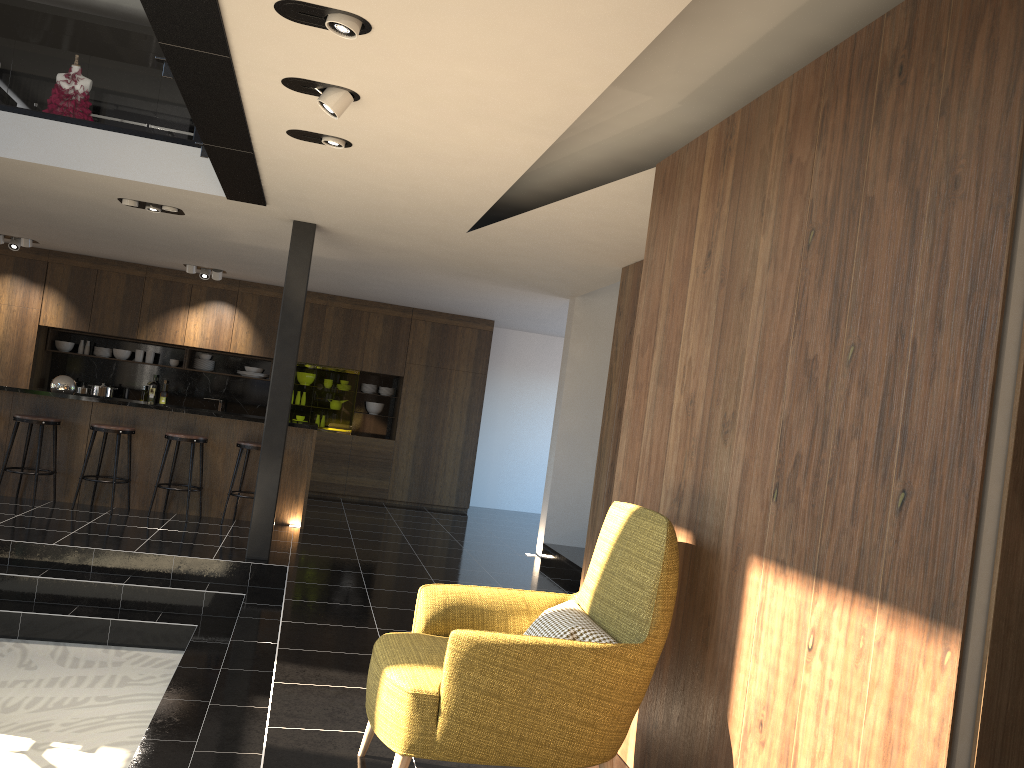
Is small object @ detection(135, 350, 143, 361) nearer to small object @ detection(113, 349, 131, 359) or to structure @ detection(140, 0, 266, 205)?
small object @ detection(113, 349, 131, 359)

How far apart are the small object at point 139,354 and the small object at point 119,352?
0.1 meters

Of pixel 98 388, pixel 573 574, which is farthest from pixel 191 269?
pixel 573 574

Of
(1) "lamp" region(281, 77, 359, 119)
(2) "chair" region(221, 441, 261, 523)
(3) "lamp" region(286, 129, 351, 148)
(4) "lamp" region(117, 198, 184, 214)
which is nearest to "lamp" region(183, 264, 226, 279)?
(2) "chair" region(221, 441, 261, 523)

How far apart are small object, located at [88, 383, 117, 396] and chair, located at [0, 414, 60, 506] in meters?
3.3

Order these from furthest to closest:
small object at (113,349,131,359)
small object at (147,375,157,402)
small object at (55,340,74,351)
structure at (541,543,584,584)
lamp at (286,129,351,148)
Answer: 1. small object at (147,375,157,402)
2. small object at (113,349,131,359)
3. small object at (55,340,74,351)
4. structure at (541,543,584,584)
5. lamp at (286,129,351,148)

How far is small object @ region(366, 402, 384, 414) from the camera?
12.47m

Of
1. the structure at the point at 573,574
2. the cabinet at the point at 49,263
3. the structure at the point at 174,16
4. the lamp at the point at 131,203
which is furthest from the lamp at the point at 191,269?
the structure at the point at 573,574

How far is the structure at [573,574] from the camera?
7.93m

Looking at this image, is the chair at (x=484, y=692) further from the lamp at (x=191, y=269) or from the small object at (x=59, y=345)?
the small object at (x=59, y=345)
